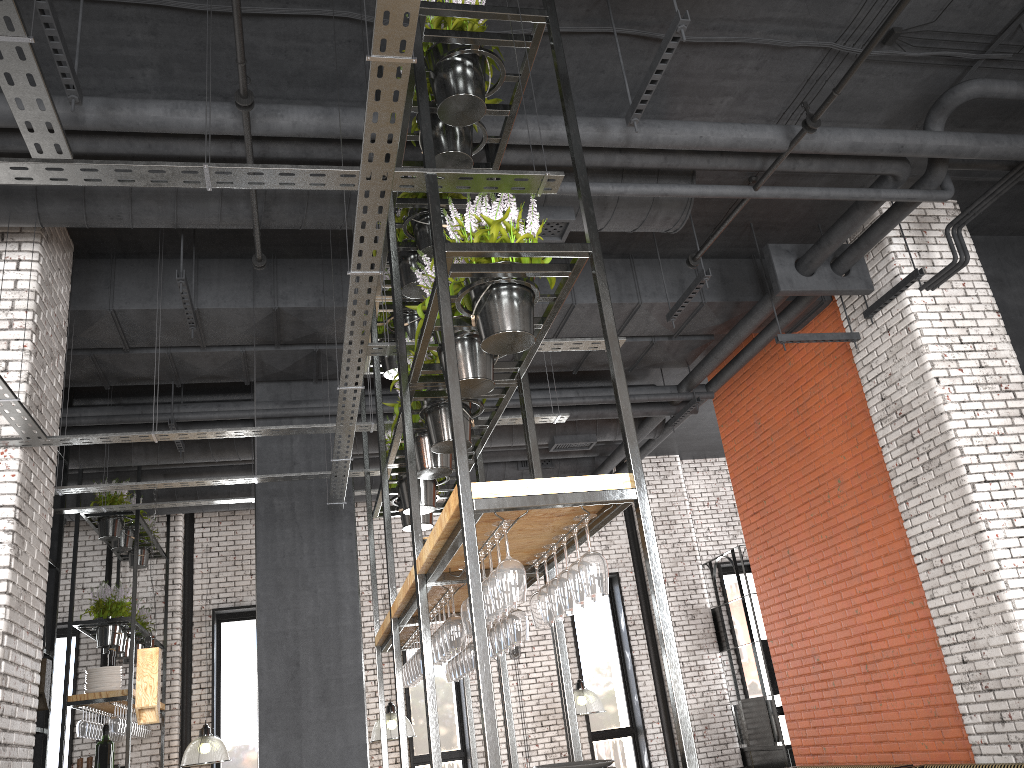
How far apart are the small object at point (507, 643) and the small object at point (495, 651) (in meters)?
0.29

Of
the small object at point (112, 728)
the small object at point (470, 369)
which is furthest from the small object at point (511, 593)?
the small object at point (112, 728)

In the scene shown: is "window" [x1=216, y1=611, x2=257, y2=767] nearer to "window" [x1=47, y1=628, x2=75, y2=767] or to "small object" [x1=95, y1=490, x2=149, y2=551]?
"window" [x1=47, y1=628, x2=75, y2=767]

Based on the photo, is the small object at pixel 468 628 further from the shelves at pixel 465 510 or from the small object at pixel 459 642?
the small object at pixel 459 642

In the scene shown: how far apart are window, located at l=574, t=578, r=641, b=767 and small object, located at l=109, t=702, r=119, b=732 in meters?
6.4 m

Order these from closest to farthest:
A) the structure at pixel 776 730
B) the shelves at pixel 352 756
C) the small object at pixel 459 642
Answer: the small object at pixel 459 642, the shelves at pixel 352 756, the structure at pixel 776 730

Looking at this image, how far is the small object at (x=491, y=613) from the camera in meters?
3.1

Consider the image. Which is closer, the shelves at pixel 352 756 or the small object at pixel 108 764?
the shelves at pixel 352 756

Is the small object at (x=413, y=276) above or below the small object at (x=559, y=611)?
above

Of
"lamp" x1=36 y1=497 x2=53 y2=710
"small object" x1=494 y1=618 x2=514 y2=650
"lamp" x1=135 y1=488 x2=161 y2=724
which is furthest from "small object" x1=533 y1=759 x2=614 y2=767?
"lamp" x1=36 y1=497 x2=53 y2=710
